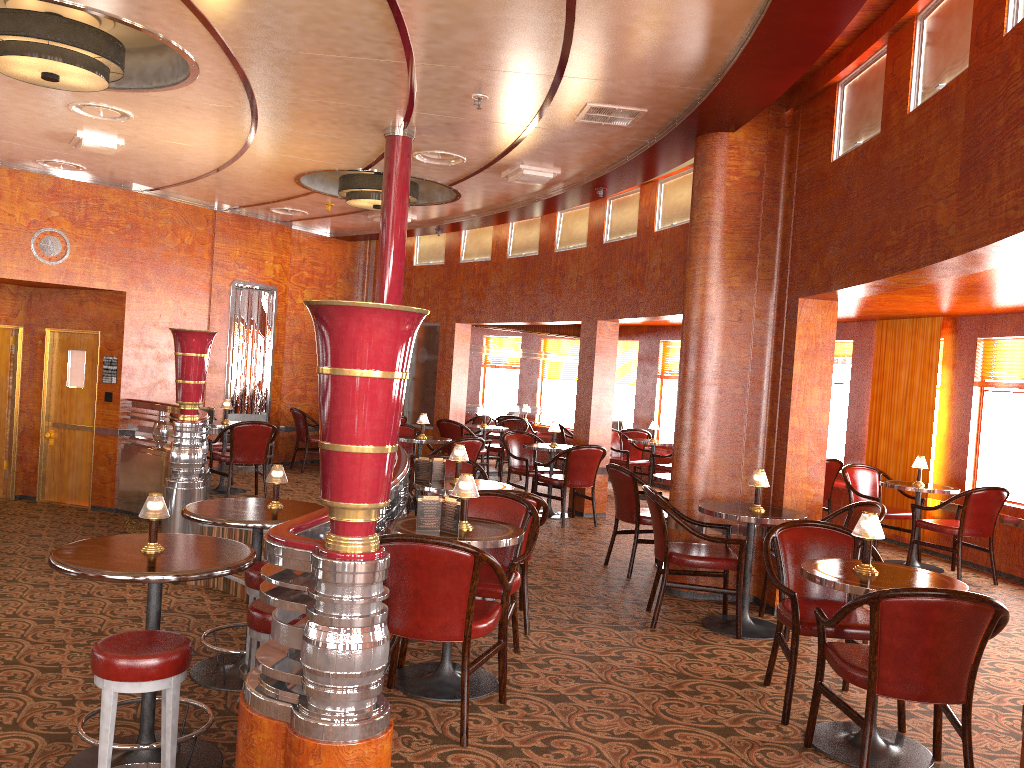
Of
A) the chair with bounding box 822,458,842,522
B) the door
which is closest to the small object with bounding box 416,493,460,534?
the chair with bounding box 822,458,842,522

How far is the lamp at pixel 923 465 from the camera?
7.6 meters

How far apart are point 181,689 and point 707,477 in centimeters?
349cm

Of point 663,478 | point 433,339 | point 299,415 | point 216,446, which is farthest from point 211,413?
point 663,478

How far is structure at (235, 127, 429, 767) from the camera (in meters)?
2.63

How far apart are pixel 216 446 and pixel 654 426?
5.18m

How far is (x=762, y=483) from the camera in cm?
531

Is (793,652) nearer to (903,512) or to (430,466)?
(430,466)

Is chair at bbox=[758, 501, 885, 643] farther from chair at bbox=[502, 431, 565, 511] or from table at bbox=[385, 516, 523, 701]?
→ chair at bbox=[502, 431, 565, 511]

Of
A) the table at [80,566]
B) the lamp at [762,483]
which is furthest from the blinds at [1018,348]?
the table at [80,566]
